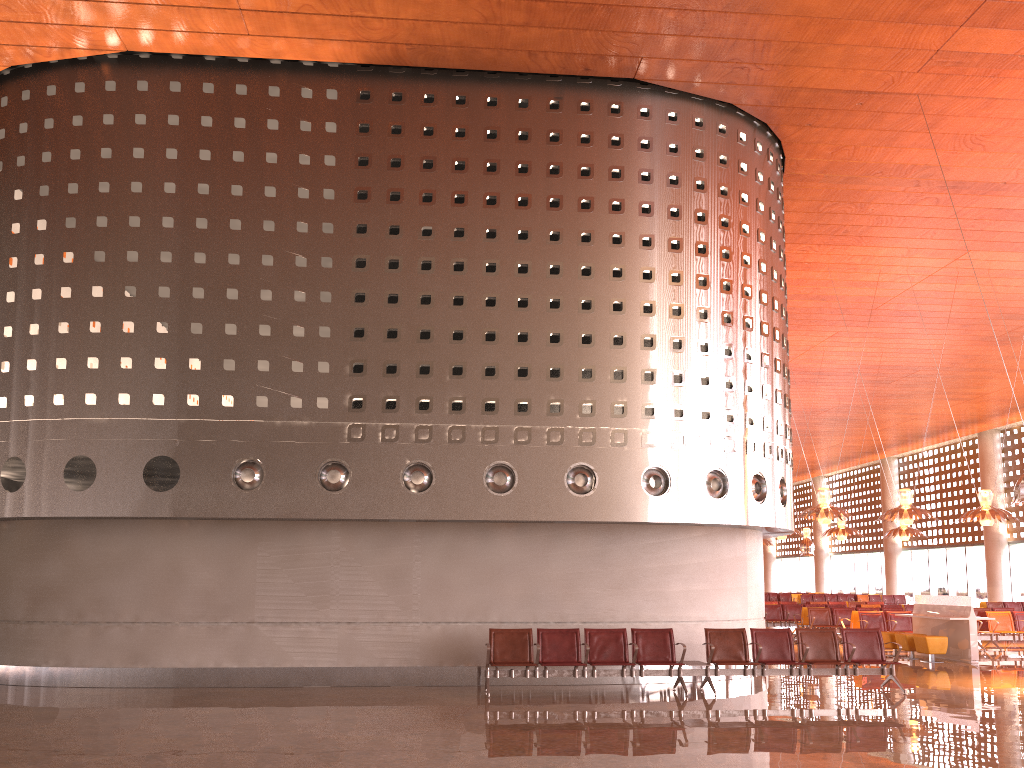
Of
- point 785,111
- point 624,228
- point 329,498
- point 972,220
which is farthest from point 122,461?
point 972,220
